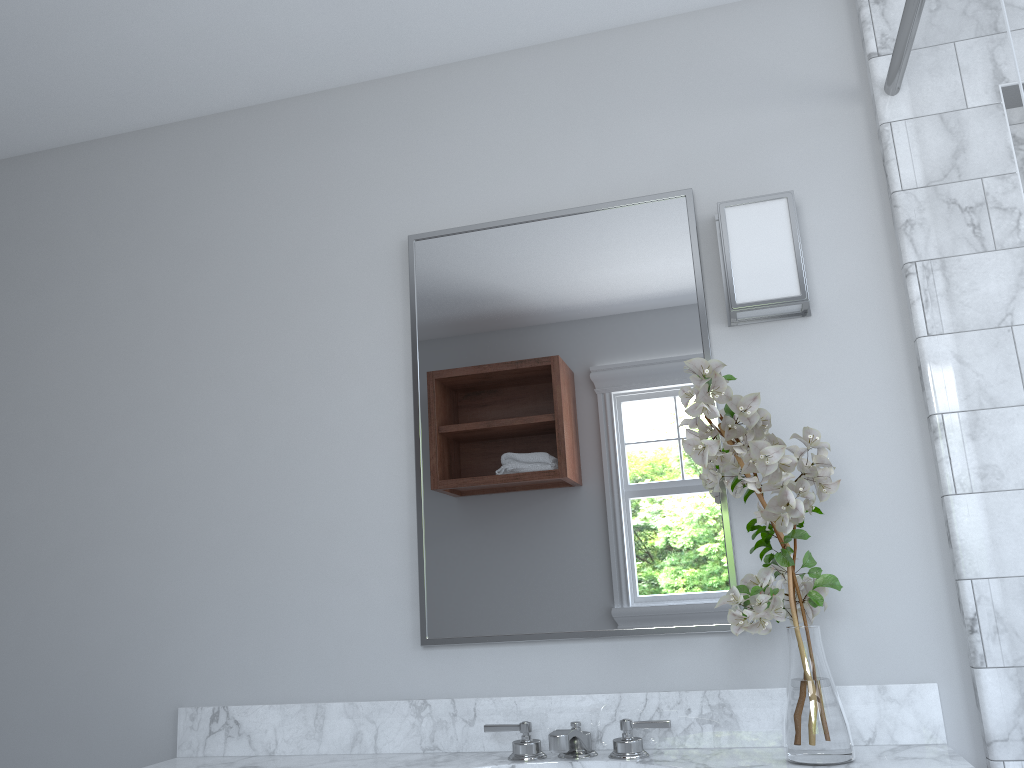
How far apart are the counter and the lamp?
0.8 meters

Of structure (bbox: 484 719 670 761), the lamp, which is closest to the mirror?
the lamp

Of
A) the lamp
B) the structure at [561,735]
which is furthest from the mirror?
the structure at [561,735]

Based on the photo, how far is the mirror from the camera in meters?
1.9 m

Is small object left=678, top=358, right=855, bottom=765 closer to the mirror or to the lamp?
the mirror

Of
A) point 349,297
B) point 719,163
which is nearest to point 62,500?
point 349,297

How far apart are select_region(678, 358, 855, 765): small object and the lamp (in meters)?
0.25

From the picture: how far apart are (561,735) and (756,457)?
0.6m

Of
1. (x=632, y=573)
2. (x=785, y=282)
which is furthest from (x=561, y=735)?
(x=785, y=282)

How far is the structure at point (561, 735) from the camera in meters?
1.6
